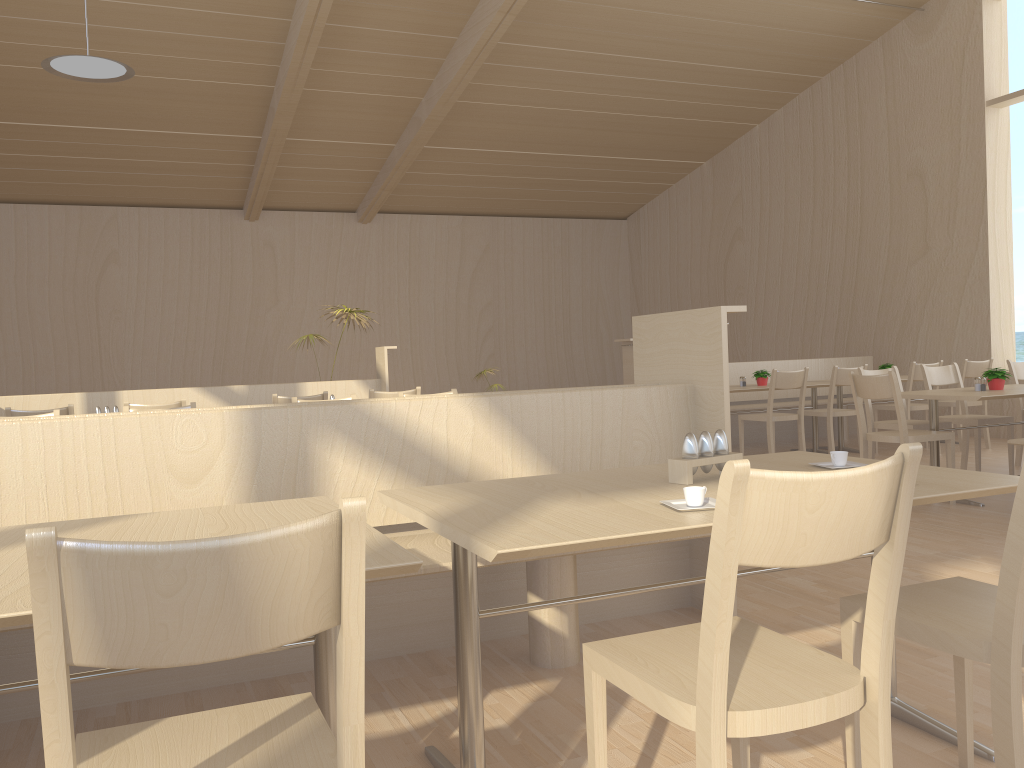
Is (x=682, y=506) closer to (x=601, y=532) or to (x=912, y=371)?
(x=601, y=532)

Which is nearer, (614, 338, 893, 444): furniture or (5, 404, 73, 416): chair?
(5, 404, 73, 416): chair

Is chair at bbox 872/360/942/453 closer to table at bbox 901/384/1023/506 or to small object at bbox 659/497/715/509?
table at bbox 901/384/1023/506

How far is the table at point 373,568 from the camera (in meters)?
1.35

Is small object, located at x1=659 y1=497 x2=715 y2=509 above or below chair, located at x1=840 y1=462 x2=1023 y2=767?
above

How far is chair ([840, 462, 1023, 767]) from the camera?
1.5m

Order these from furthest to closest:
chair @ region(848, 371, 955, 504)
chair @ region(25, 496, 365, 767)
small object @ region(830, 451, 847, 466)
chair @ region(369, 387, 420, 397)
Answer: → chair @ region(369, 387, 420, 397) < chair @ region(848, 371, 955, 504) < small object @ region(830, 451, 847, 466) < chair @ region(25, 496, 365, 767)

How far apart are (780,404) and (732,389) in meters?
1.7

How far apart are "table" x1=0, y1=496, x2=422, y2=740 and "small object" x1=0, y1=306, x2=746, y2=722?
0.31m

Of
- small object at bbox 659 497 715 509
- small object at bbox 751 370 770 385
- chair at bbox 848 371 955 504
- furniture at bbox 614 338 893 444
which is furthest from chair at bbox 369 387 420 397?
small object at bbox 659 497 715 509
